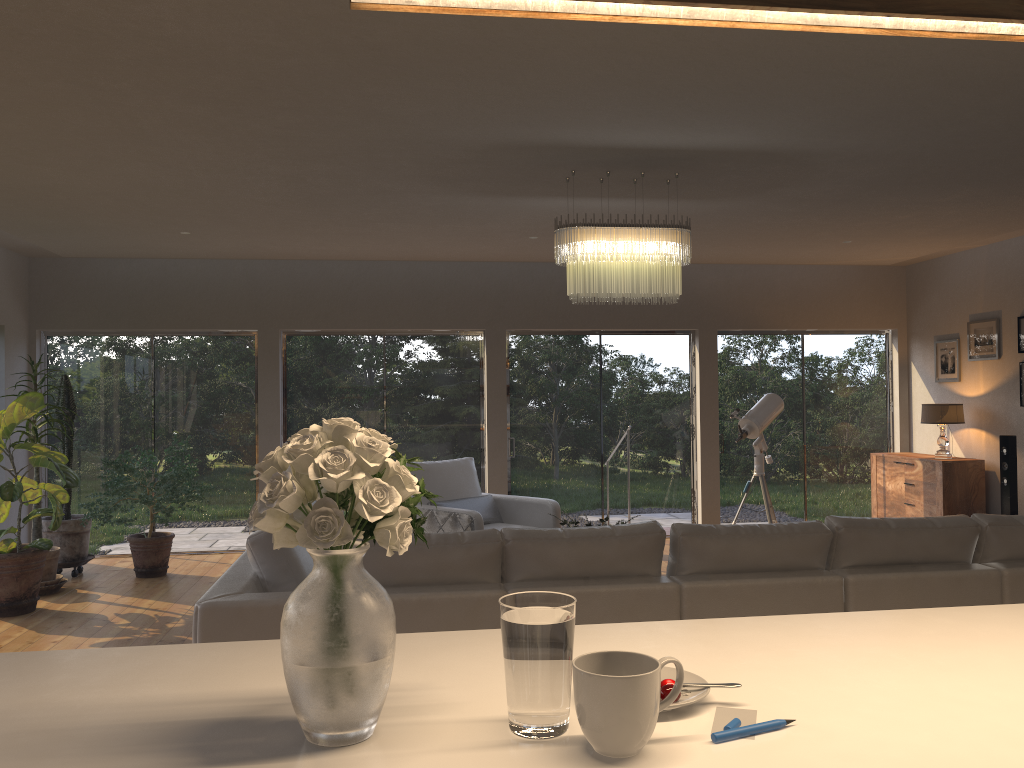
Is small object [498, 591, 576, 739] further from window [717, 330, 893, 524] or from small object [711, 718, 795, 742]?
window [717, 330, 893, 524]

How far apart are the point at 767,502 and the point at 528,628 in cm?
711

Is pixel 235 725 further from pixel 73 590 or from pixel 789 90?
pixel 73 590

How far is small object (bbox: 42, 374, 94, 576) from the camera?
7.3 meters

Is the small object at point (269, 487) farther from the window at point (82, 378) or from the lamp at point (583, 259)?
the window at point (82, 378)

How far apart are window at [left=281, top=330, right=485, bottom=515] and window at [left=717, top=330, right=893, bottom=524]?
2.5 meters

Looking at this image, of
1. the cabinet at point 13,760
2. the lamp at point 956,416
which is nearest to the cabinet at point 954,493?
the lamp at point 956,416

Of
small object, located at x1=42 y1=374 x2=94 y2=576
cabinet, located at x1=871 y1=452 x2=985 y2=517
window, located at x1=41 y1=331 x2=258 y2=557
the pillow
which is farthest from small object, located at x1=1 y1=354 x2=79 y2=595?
cabinet, located at x1=871 y1=452 x2=985 y2=517

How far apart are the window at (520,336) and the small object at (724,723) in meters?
7.5 m

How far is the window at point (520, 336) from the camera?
8.9m
